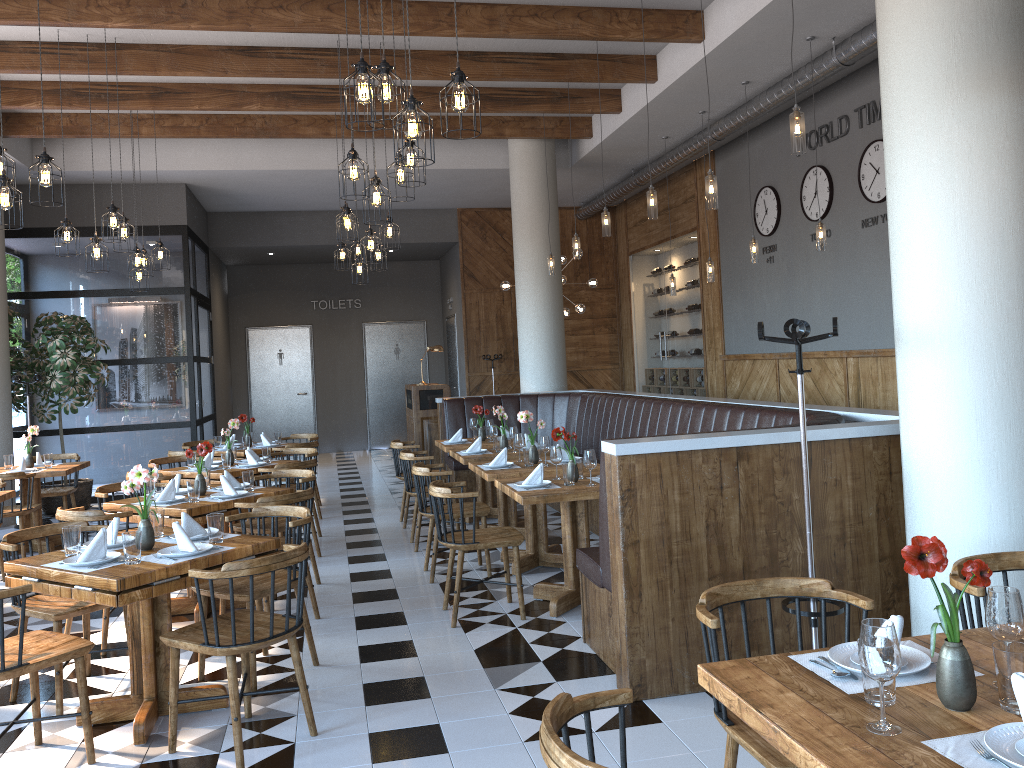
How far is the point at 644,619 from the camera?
4.0m

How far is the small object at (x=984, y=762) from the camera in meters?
1.7 m

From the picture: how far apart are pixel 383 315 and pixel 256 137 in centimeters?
692cm

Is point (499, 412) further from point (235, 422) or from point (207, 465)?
point (207, 465)

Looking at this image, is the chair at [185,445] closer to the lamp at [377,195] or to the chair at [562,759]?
the lamp at [377,195]

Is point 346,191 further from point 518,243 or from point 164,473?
point 518,243

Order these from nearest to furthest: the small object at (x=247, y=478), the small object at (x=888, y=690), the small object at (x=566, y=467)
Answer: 1. the small object at (x=888, y=690)
2. the small object at (x=566, y=467)
3. the small object at (x=247, y=478)

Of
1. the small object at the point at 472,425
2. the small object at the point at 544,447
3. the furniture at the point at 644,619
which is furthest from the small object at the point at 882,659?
the small object at the point at 472,425

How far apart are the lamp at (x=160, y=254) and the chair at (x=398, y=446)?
3.3m

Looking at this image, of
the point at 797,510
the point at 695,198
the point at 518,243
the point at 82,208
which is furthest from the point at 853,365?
the point at 82,208
